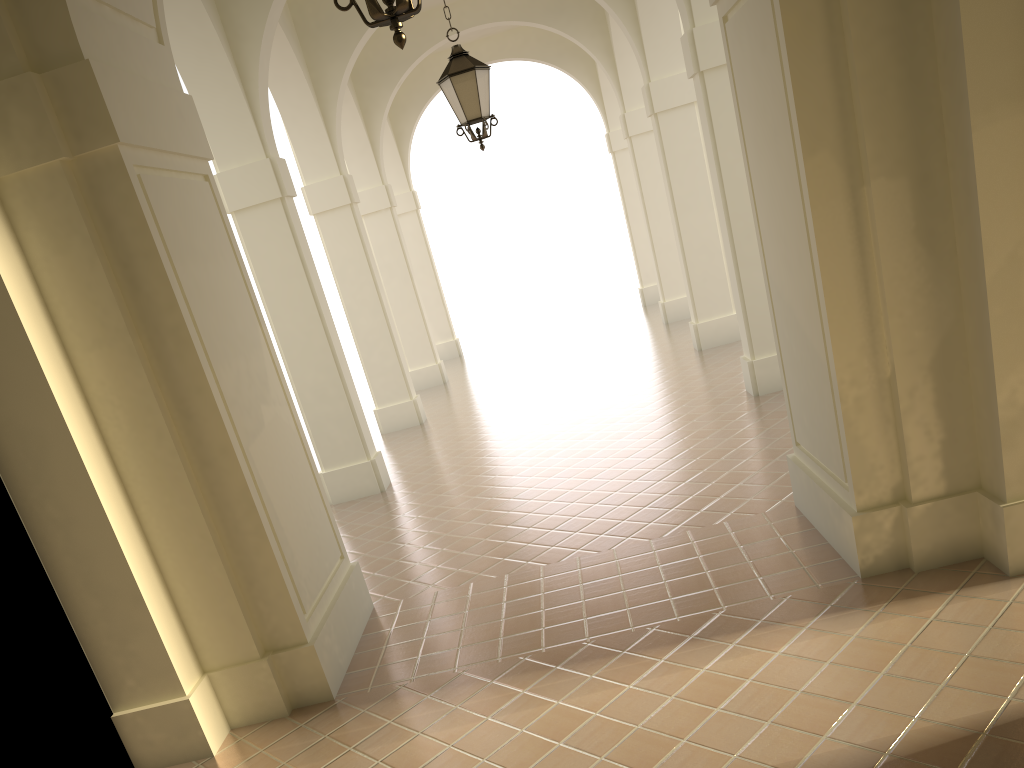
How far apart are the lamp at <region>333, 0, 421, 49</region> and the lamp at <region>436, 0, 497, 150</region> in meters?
4.8

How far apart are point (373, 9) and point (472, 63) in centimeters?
502cm

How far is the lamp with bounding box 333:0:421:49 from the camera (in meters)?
3.32

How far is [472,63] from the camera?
8.1m

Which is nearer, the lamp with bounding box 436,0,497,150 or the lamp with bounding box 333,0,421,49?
the lamp with bounding box 333,0,421,49

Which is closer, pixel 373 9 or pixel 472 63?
pixel 373 9

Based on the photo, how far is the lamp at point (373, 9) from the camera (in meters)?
3.32

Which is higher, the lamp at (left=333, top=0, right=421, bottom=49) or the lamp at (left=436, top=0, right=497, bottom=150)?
the lamp at (left=436, top=0, right=497, bottom=150)

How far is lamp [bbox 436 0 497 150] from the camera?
8.1 meters
